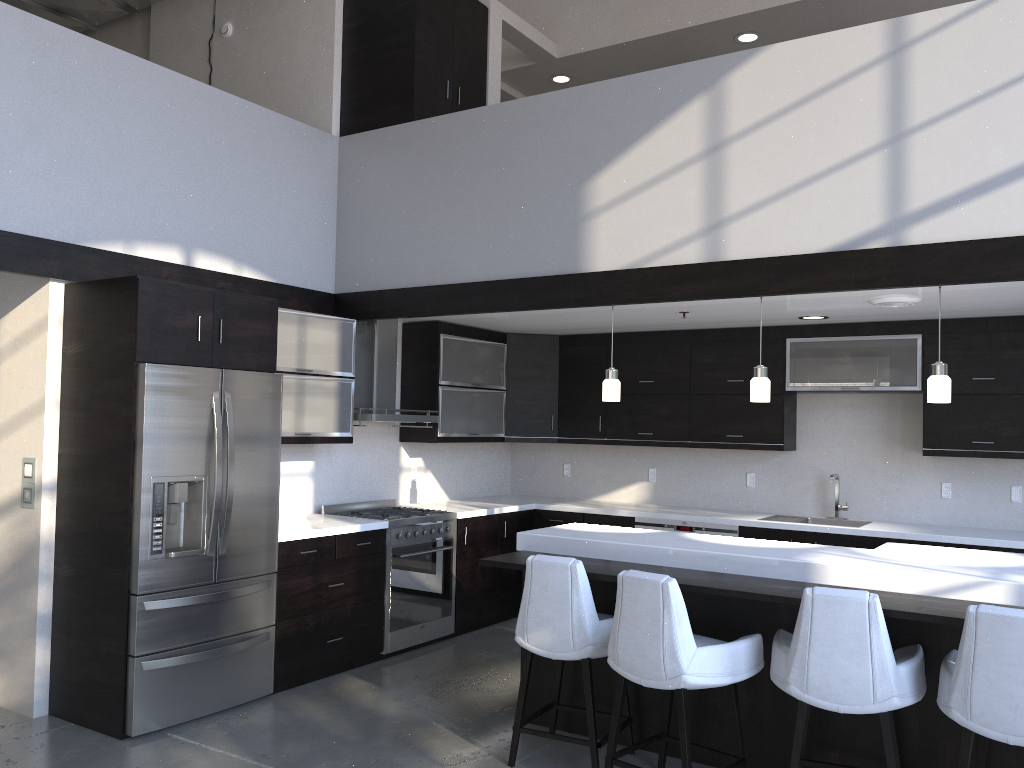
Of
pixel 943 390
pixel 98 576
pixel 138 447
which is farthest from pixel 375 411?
pixel 943 390

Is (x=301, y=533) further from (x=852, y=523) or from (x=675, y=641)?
(x=852, y=523)

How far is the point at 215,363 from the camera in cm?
458

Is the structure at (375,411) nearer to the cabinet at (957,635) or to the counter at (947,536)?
the counter at (947,536)

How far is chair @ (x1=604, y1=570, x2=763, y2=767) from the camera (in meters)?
3.37

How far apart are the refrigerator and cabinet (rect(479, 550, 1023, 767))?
1.3m

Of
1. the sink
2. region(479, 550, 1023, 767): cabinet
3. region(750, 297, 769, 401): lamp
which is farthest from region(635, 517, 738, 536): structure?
region(479, 550, 1023, 767): cabinet

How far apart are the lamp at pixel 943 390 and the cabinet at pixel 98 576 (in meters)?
1.89

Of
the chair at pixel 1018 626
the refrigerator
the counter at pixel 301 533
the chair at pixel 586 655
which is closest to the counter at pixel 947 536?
the counter at pixel 301 533

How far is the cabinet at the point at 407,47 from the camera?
5.98m
